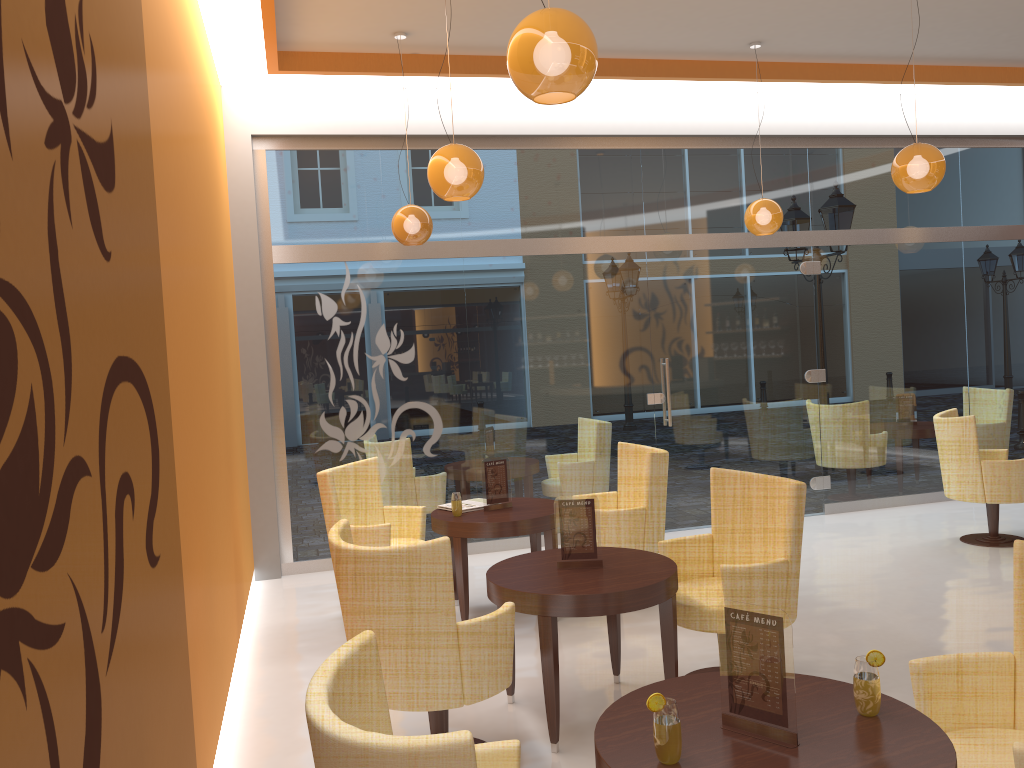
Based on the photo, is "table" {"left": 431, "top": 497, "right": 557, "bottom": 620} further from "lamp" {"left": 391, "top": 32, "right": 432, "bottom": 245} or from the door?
the door

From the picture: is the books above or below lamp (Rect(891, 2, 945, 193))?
below

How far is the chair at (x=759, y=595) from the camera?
4.0m

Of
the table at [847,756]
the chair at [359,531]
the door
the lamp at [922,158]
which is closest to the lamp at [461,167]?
the chair at [359,531]

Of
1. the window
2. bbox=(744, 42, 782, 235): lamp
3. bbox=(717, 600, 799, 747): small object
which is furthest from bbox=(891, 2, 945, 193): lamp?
bbox=(717, 600, 799, 747): small object

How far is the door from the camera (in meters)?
7.90

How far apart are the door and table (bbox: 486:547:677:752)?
3.59m

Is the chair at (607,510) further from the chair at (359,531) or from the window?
the window

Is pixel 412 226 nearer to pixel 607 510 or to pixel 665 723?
pixel 607 510

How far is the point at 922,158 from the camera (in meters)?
5.15
